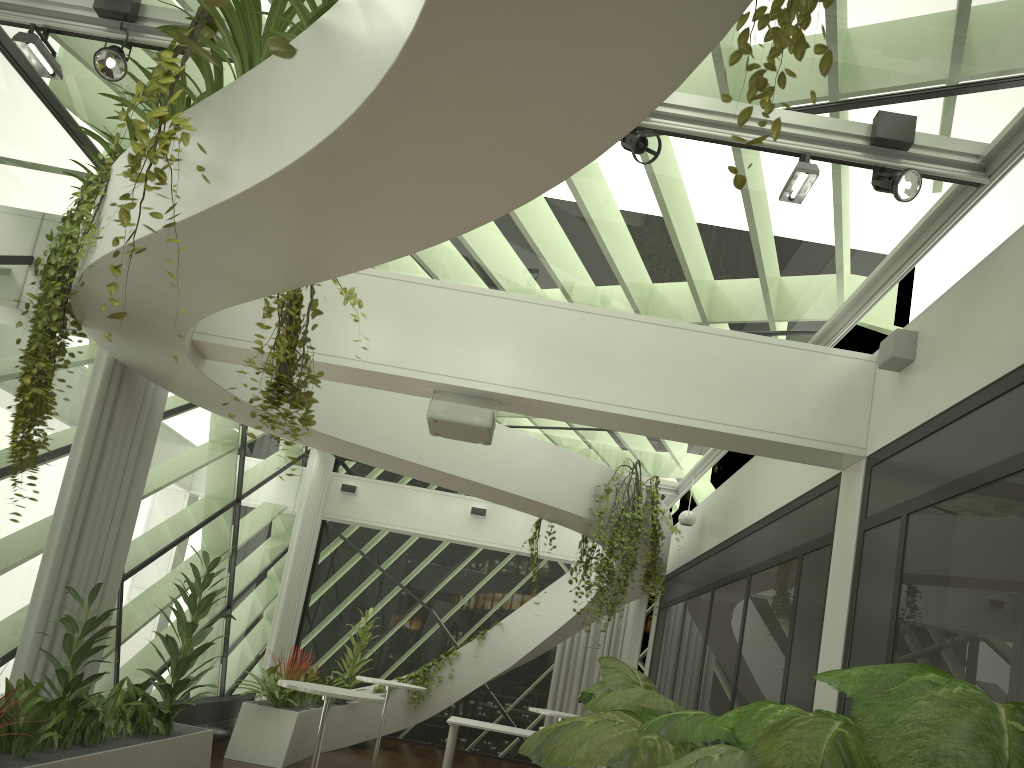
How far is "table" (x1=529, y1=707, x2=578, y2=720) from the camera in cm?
963

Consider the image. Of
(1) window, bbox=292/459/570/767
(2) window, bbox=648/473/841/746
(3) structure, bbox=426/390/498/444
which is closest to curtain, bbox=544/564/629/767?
(1) window, bbox=292/459/570/767

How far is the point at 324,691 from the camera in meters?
6.3 m

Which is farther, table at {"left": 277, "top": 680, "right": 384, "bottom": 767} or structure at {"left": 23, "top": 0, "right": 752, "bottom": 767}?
table at {"left": 277, "top": 680, "right": 384, "bottom": 767}

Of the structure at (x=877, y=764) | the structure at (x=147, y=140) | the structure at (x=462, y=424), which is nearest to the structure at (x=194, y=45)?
the structure at (x=877, y=764)

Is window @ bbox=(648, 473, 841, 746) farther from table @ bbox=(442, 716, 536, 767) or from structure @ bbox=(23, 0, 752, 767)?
table @ bbox=(442, 716, 536, 767)

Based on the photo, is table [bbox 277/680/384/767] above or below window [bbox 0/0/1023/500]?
below

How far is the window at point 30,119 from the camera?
5.9m

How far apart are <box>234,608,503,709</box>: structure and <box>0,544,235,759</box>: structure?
2.9 meters

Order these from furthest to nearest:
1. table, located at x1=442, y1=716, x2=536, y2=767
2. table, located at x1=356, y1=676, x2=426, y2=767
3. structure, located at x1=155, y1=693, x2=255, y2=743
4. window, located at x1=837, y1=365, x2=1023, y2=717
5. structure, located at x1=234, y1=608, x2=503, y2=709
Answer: table, located at x1=442, y1=716, x2=536, y2=767
table, located at x1=356, y1=676, x2=426, y2=767
structure, located at x1=234, y1=608, x2=503, y2=709
structure, located at x1=155, y1=693, x2=255, y2=743
window, located at x1=837, y1=365, x2=1023, y2=717
